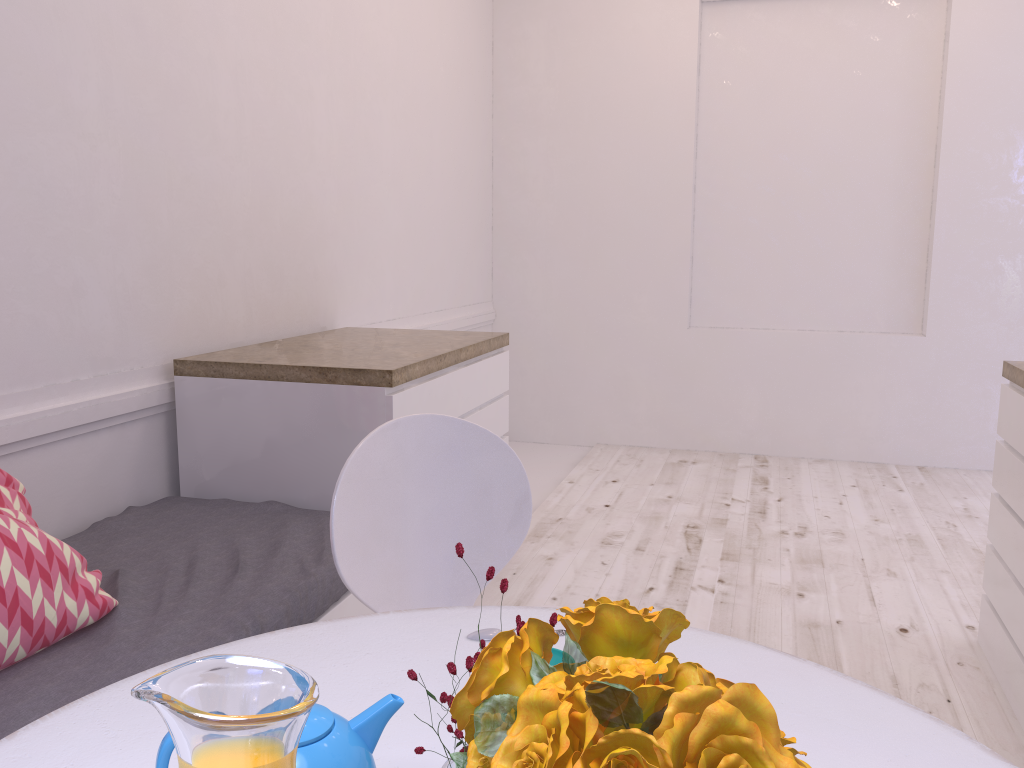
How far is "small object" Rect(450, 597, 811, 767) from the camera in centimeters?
37cm

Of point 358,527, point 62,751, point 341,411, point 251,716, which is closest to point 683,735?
point 251,716

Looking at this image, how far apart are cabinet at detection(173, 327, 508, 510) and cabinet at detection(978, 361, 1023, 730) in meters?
1.6 m

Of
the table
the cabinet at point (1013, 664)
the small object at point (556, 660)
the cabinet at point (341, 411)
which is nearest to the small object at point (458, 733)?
the table

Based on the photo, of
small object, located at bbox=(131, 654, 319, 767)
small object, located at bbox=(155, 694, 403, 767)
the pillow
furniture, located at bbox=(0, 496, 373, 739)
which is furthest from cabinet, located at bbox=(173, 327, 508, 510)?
small object, located at bbox=(131, 654, 319, 767)

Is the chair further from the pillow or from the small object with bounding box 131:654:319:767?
the small object with bounding box 131:654:319:767

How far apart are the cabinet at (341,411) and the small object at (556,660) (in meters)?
1.28

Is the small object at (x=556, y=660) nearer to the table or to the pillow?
the table

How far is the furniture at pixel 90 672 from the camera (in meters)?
1.41

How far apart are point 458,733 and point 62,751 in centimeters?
51cm
